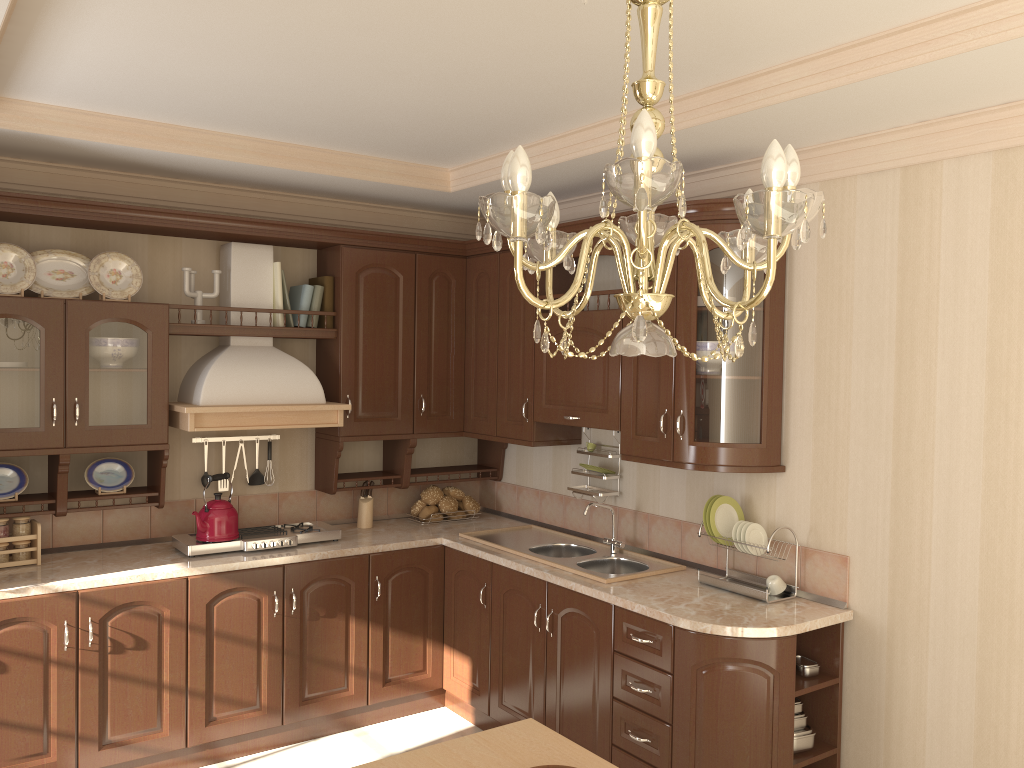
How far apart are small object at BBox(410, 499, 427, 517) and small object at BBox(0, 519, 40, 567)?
1.8m

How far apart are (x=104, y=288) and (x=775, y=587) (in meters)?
2.96

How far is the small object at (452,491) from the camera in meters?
4.7 m

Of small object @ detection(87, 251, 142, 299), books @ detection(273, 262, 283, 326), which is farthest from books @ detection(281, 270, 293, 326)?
small object @ detection(87, 251, 142, 299)

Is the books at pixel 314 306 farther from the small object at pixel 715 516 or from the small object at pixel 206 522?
the small object at pixel 715 516

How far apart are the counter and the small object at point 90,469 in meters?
0.3

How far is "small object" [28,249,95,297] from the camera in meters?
3.7

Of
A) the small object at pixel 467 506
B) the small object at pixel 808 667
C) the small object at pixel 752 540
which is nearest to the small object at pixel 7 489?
the small object at pixel 467 506

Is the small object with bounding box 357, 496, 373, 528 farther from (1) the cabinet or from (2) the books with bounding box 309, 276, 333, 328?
(2) the books with bounding box 309, 276, 333, 328

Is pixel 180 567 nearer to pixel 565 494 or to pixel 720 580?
pixel 565 494
